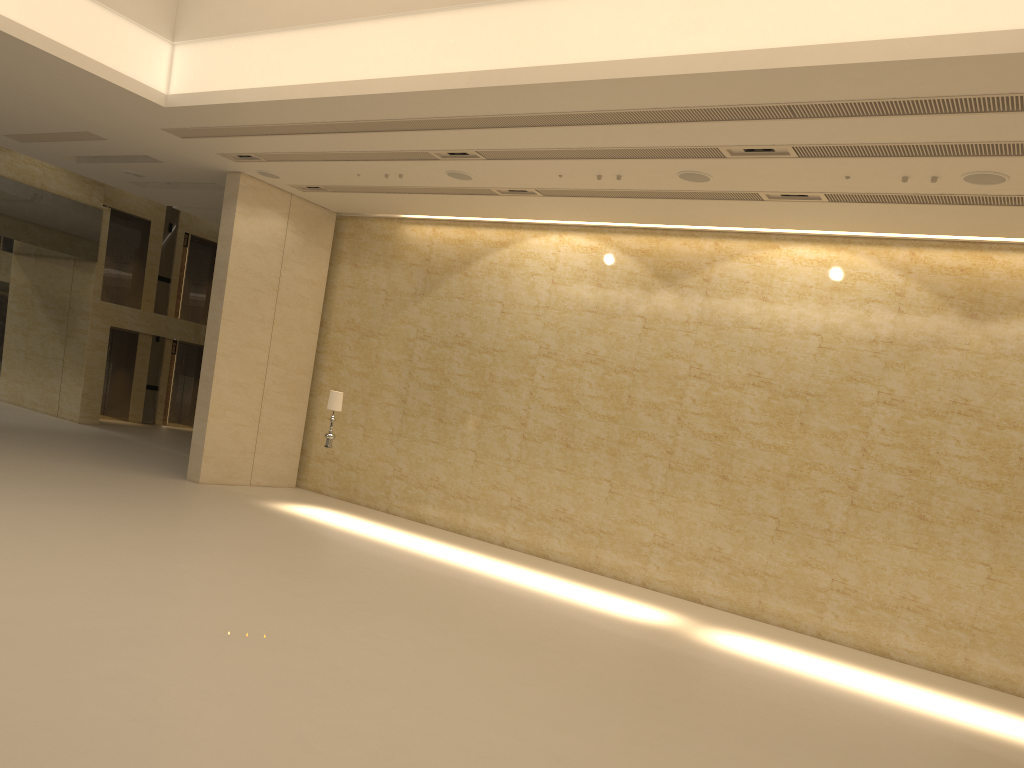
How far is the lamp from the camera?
15.54m

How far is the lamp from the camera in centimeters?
1554cm
